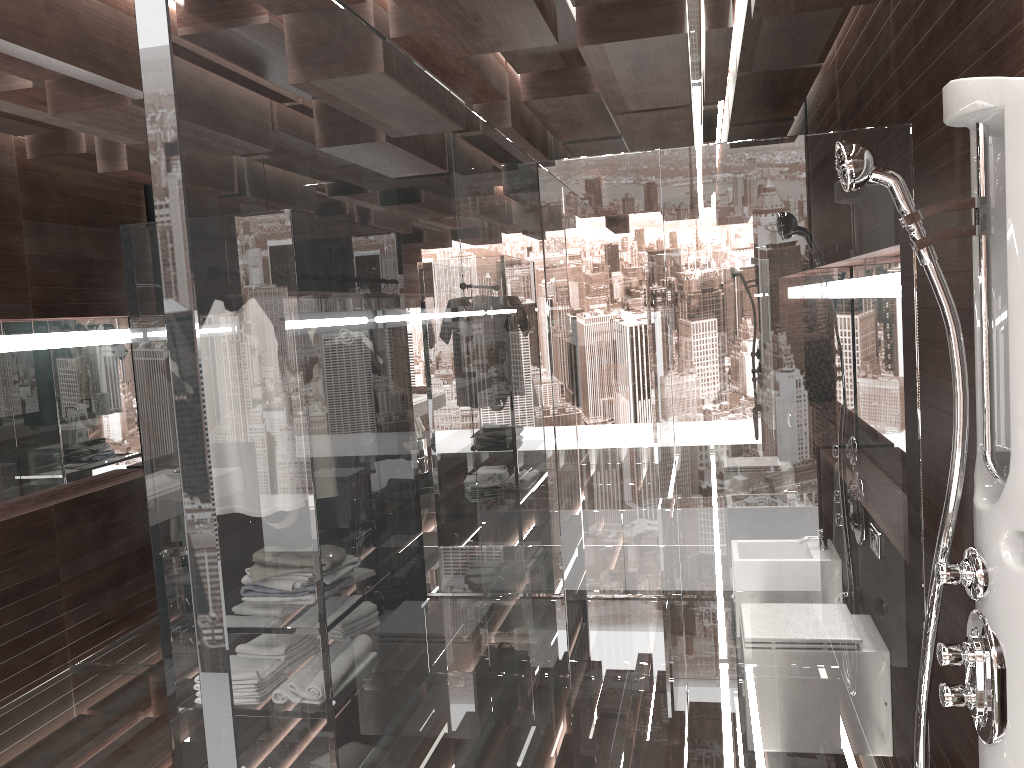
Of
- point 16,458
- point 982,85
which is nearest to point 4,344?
point 16,458

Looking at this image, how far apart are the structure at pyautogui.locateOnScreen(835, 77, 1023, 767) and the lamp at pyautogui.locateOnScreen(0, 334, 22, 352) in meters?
4.0 m

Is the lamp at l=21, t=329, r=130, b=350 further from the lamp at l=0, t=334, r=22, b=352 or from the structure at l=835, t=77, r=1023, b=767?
the structure at l=835, t=77, r=1023, b=767

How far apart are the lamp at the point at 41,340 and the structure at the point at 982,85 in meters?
4.1

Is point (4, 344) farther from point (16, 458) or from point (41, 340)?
point (16, 458)

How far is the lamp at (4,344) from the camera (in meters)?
4.18

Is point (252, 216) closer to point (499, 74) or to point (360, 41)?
point (360, 41)

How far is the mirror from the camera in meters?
4.4 m

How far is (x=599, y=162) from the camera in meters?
2.2

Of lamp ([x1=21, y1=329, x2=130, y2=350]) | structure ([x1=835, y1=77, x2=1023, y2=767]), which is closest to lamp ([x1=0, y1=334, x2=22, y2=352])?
lamp ([x1=21, y1=329, x2=130, y2=350])
